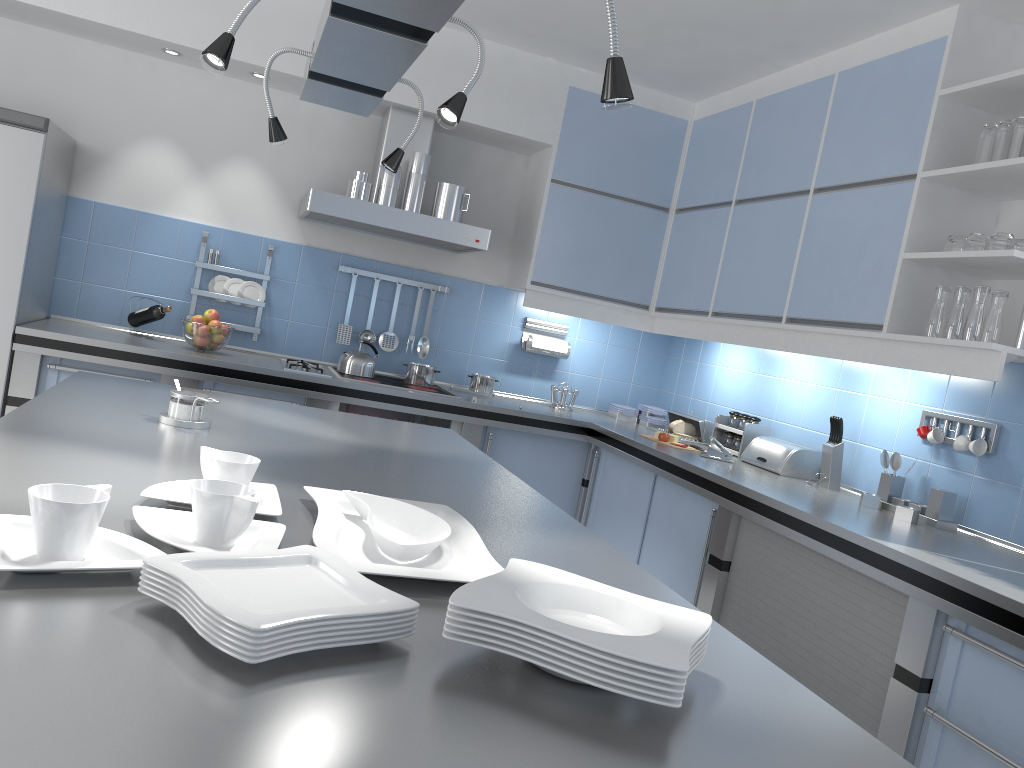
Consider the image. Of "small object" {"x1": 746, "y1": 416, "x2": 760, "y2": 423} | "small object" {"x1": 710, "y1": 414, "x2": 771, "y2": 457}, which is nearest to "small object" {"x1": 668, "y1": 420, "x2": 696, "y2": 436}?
"small object" {"x1": 710, "y1": 414, "x2": 771, "y2": 457}

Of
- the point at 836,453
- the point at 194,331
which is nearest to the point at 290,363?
the point at 194,331

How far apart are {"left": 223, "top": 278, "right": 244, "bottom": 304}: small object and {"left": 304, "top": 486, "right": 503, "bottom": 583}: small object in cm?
312

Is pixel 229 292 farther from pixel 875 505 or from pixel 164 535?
pixel 164 535

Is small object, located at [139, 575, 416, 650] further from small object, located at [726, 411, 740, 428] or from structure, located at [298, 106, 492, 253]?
small object, located at [726, 411, 740, 428]

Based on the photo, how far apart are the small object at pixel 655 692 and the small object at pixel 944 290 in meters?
2.4 m

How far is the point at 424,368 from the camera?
4.59m

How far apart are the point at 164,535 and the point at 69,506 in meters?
0.2

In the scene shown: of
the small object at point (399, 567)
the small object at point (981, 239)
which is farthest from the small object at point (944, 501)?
the small object at point (399, 567)

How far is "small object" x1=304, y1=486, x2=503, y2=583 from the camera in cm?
125
